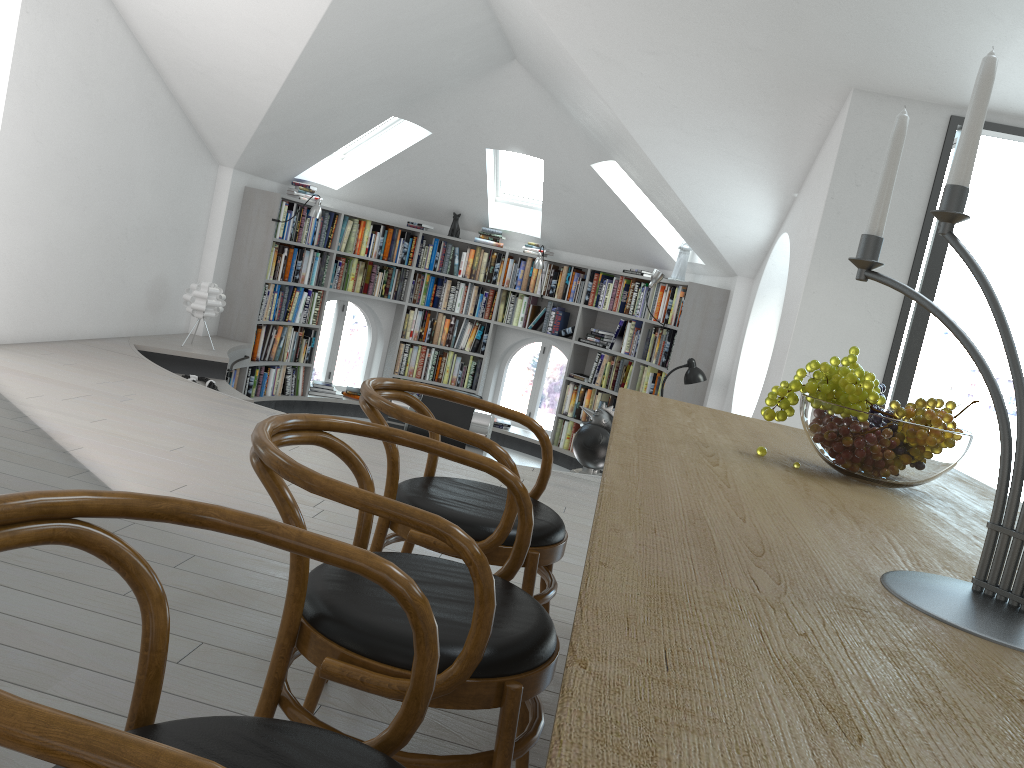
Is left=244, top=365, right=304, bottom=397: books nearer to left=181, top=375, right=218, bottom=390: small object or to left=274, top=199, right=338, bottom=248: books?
left=274, top=199, right=338, bottom=248: books

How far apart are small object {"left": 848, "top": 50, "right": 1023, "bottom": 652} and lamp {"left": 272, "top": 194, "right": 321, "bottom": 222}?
7.0 meters

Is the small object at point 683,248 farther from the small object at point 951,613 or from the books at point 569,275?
the small object at point 951,613

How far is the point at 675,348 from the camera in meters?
7.4 m

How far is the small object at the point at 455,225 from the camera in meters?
9.3

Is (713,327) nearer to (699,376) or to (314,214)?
(699,376)

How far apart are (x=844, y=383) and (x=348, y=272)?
7.6 meters

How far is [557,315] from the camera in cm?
918

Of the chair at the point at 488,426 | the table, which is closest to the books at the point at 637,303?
the chair at the point at 488,426

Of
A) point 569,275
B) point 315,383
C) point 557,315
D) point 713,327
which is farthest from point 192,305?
point 713,327
